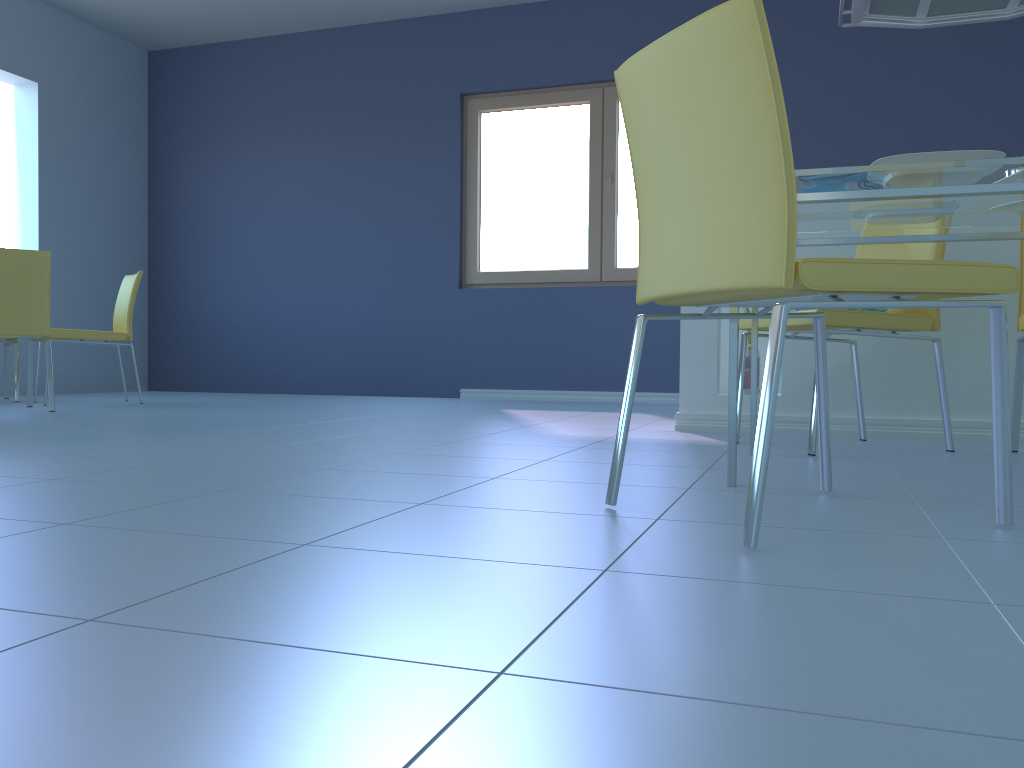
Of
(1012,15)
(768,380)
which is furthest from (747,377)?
(768,380)

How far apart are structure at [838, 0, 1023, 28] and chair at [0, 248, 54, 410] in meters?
3.4 m

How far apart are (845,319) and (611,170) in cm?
339

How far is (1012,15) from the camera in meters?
3.3

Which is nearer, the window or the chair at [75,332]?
the chair at [75,332]

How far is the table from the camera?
1.6 meters

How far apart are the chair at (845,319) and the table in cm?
14

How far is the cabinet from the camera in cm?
283

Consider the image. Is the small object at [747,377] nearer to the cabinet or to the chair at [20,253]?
the cabinet

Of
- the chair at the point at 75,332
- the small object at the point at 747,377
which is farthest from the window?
the small object at the point at 747,377
